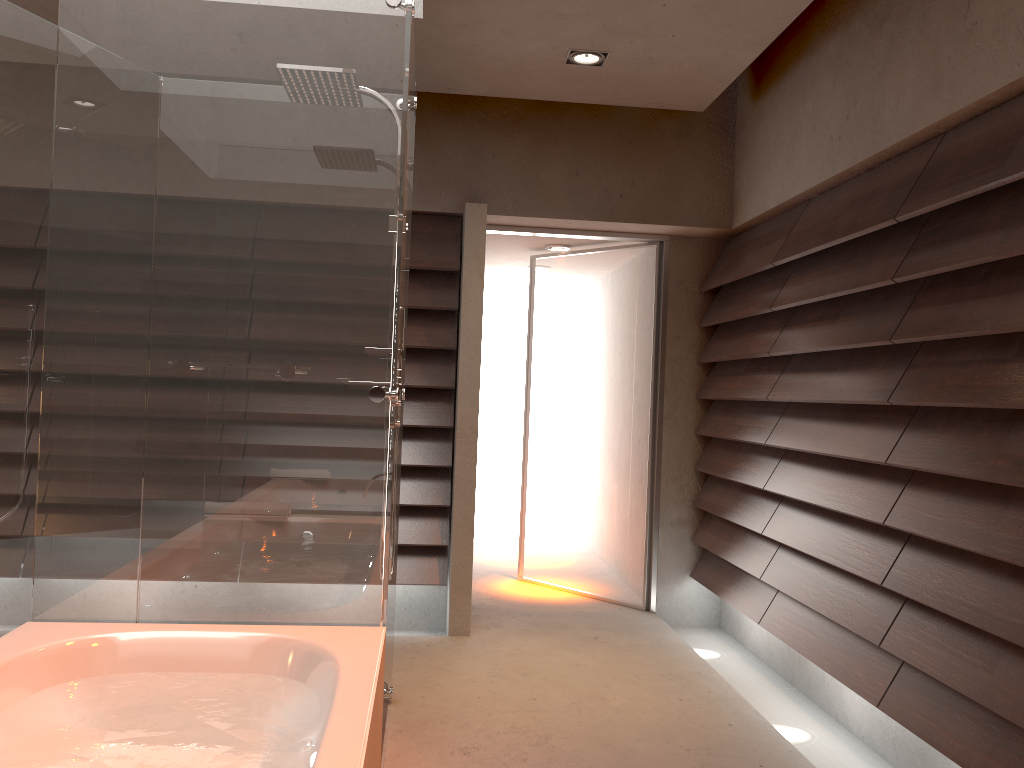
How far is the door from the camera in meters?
4.7

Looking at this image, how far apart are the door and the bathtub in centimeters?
264cm

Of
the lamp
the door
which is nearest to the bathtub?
the lamp

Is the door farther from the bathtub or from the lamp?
the bathtub

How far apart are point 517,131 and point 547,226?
0.51m

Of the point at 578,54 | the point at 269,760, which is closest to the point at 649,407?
the point at 578,54

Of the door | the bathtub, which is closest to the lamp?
the door

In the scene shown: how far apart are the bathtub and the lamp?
2.41m

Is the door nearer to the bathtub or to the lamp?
the lamp

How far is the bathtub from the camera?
1.7 meters
